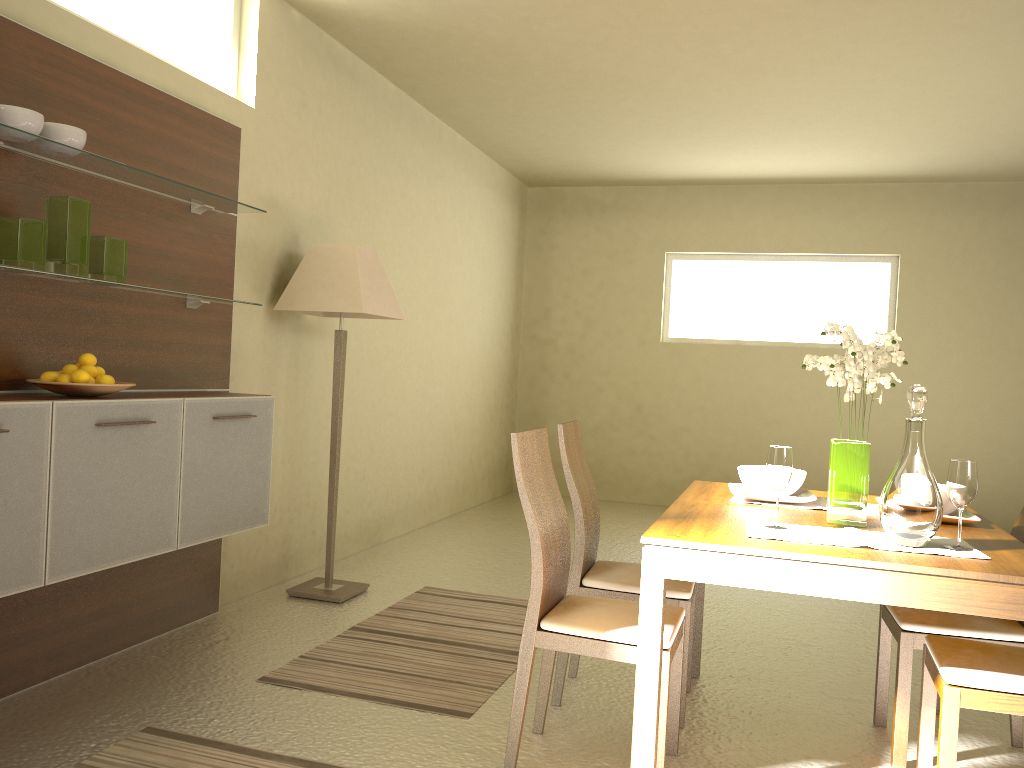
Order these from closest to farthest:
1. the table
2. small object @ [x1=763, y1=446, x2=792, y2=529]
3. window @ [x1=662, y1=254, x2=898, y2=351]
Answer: the table
small object @ [x1=763, y1=446, x2=792, y2=529]
window @ [x1=662, y1=254, x2=898, y2=351]

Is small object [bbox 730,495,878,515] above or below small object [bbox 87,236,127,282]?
below

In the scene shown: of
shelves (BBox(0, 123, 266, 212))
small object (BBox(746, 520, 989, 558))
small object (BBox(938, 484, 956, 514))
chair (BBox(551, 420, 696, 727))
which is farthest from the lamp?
small object (BBox(938, 484, 956, 514))

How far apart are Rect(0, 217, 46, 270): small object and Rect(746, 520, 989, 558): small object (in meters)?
2.31

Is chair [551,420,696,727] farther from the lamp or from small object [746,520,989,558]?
the lamp

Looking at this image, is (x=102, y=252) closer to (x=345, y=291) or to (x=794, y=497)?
(x=345, y=291)

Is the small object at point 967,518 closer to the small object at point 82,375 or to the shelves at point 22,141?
the small object at point 82,375

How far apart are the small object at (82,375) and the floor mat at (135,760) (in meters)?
1.14

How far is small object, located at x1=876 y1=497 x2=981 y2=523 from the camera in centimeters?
272cm

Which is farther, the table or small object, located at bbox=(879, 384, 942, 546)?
small object, located at bbox=(879, 384, 942, 546)
